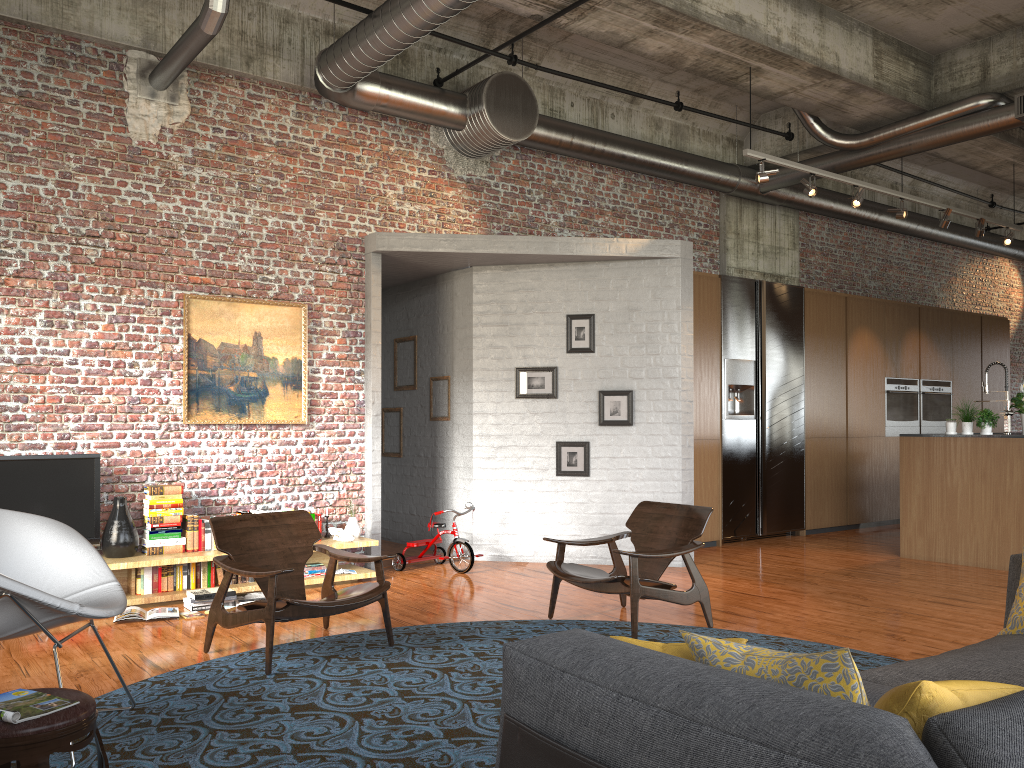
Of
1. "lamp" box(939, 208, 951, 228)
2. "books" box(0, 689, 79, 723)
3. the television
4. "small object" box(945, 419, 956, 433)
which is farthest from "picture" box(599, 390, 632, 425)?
"books" box(0, 689, 79, 723)

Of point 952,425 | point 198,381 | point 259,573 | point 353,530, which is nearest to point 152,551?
point 198,381

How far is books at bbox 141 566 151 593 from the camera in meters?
6.7 m

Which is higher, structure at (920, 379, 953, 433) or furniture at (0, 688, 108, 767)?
structure at (920, 379, 953, 433)

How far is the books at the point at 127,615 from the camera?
6.06m

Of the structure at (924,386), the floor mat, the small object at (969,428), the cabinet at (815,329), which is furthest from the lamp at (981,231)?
the floor mat

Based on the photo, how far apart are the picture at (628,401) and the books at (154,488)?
3.9m

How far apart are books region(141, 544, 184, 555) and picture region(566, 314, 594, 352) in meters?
4.0 m

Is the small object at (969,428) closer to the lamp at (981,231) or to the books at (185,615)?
the lamp at (981,231)

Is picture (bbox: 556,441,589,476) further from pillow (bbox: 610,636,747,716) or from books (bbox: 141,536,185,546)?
pillow (bbox: 610,636,747,716)
